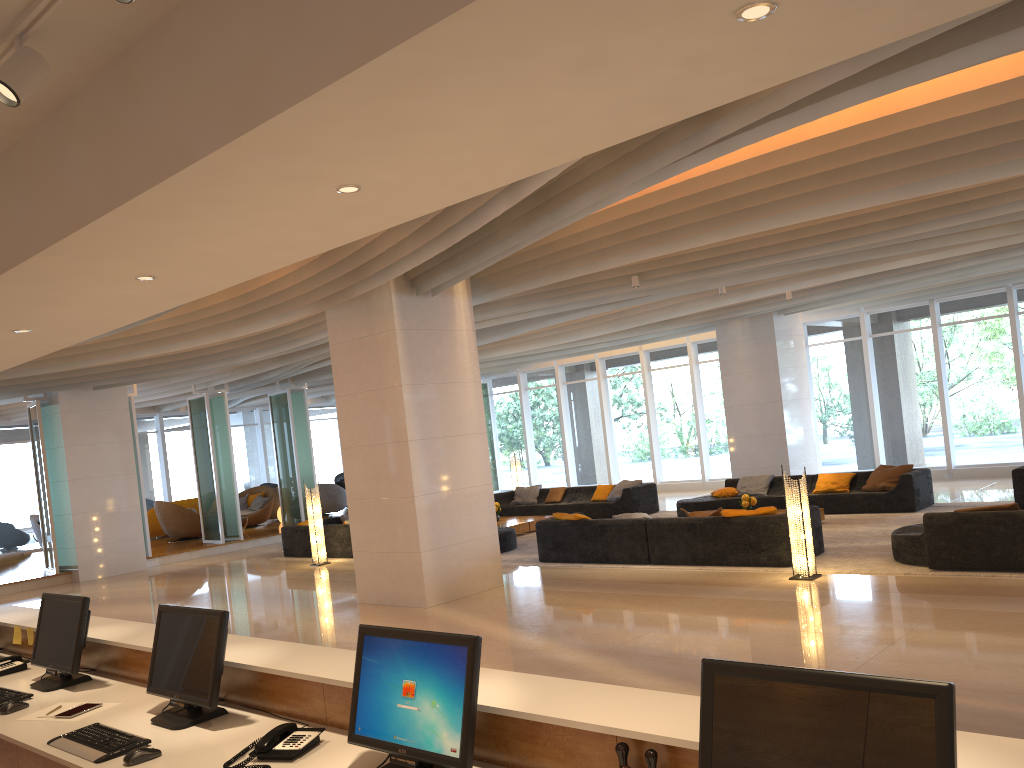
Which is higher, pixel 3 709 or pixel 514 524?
pixel 3 709

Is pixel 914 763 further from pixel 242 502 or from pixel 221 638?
pixel 242 502

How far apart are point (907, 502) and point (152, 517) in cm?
1740

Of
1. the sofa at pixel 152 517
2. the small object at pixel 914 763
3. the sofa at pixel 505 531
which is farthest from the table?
the small object at pixel 914 763

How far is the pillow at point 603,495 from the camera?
17.4m

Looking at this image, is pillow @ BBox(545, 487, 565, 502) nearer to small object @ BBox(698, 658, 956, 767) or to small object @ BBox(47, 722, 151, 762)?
small object @ BBox(47, 722, 151, 762)

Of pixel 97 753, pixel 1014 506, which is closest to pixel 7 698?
pixel 97 753

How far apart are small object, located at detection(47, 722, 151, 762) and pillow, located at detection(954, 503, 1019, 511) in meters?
7.8

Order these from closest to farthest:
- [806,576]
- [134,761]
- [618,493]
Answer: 1. [134,761]
2. [806,576]
3. [618,493]

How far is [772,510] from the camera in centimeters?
1005cm
